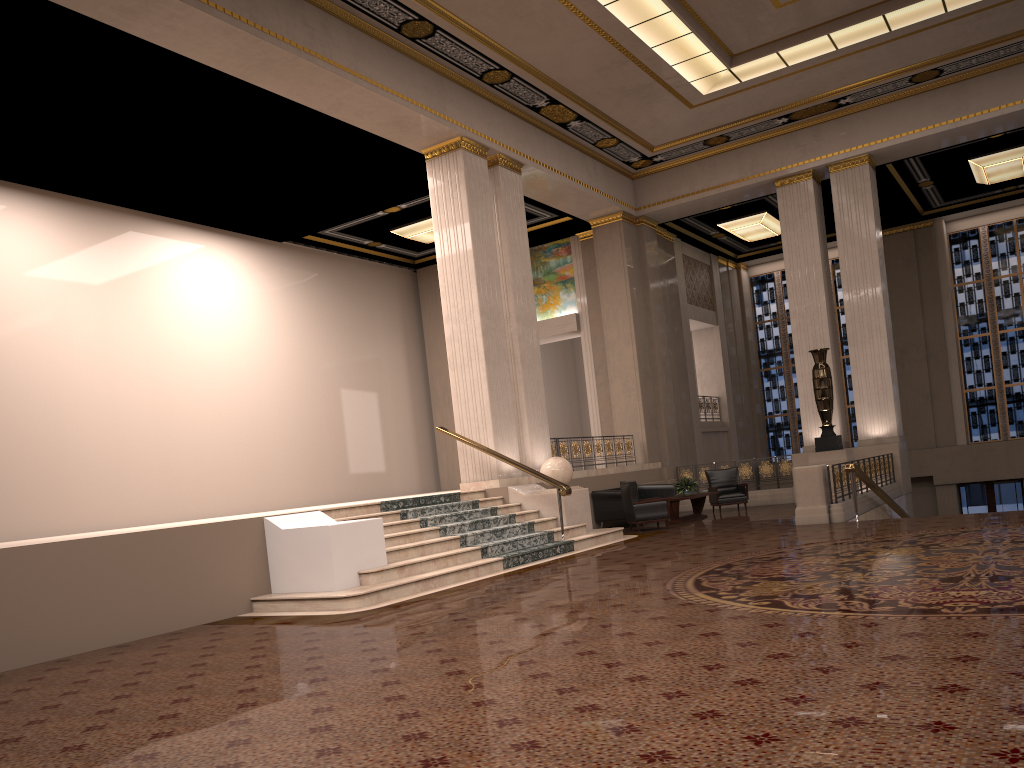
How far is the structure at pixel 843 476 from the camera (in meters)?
12.58

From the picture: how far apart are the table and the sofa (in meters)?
0.55

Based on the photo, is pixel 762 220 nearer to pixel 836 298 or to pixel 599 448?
pixel 836 298

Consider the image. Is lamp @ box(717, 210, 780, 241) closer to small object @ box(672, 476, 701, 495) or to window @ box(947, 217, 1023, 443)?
window @ box(947, 217, 1023, 443)

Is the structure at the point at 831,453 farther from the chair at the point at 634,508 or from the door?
the door

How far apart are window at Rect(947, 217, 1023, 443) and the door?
1.2m

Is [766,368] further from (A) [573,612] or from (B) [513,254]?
(A) [573,612]

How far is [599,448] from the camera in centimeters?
1690cm

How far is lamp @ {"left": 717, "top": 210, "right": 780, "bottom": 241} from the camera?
20.7 meters

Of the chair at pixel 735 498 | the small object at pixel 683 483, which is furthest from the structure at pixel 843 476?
the small object at pixel 683 483
